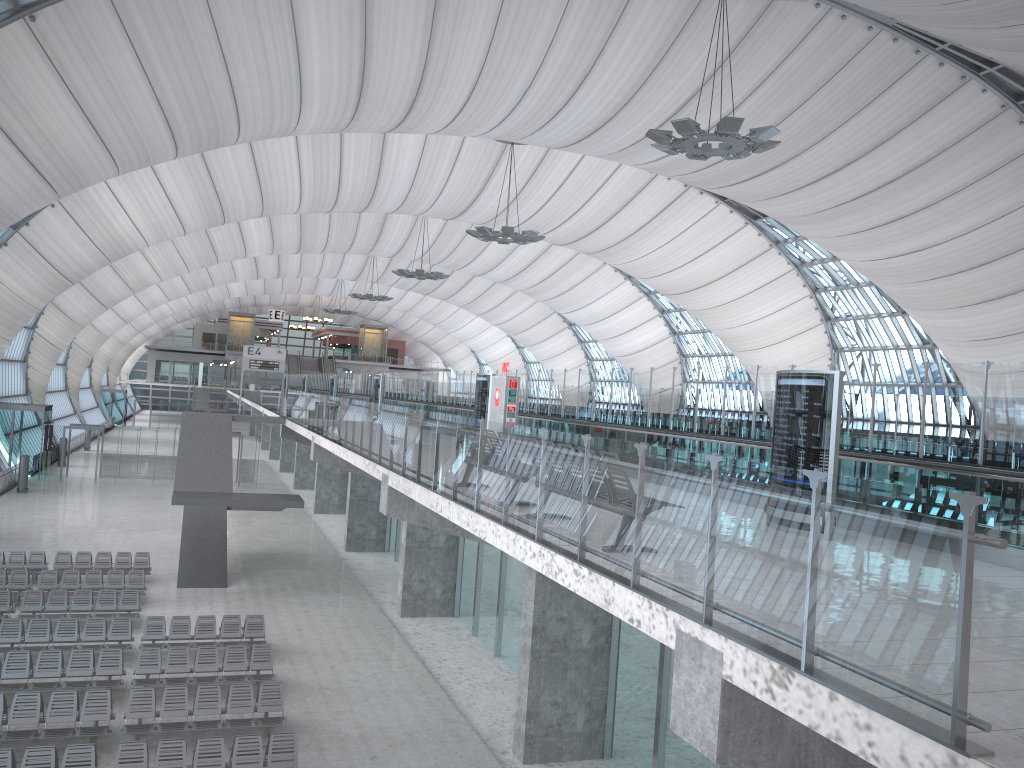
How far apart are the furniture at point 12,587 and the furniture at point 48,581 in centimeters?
31cm

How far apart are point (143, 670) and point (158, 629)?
2.5m

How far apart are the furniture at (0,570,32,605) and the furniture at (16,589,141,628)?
1.3 meters

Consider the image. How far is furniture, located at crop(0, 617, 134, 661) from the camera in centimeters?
1874cm

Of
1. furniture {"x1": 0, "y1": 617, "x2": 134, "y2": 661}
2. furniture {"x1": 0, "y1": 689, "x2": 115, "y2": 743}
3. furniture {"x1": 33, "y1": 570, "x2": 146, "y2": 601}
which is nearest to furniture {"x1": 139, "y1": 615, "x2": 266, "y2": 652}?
furniture {"x1": 0, "y1": 617, "x2": 134, "y2": 661}

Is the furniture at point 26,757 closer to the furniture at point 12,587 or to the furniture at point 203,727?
the furniture at point 203,727

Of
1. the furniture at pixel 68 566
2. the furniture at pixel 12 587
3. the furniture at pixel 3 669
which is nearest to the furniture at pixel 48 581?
the furniture at pixel 12 587

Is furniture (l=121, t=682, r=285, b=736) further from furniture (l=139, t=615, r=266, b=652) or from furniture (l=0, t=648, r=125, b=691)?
Answer: furniture (l=139, t=615, r=266, b=652)

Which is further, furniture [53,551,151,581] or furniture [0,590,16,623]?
furniture [53,551,151,581]

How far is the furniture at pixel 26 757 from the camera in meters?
12.5
